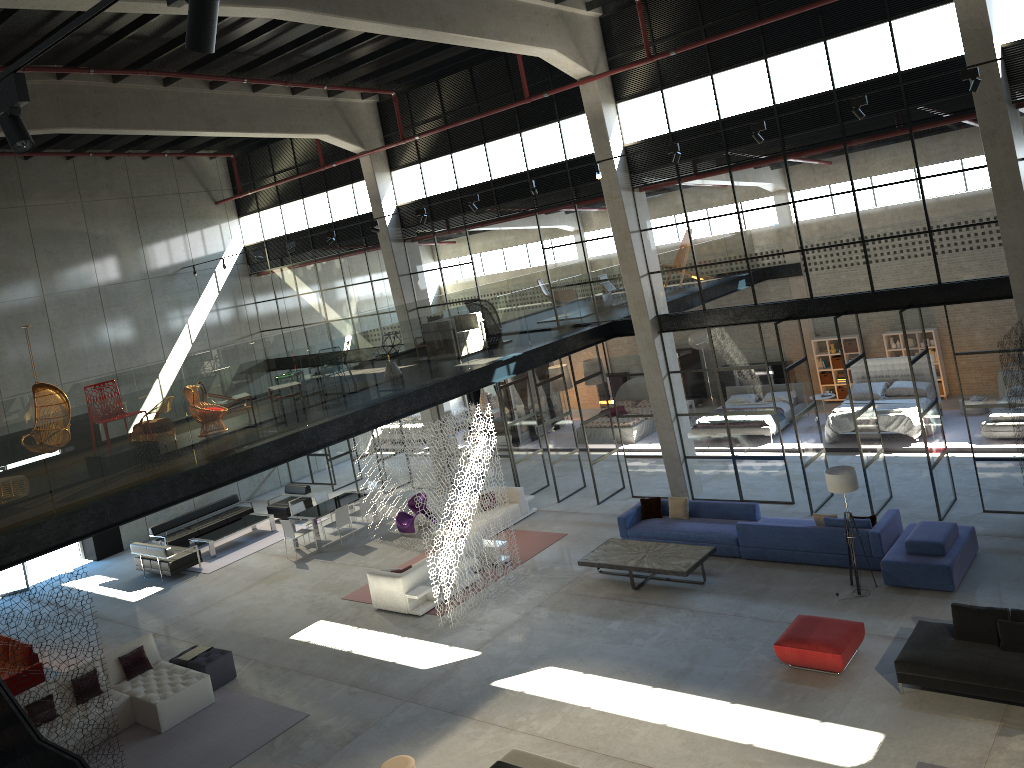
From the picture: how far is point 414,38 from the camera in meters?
13.6

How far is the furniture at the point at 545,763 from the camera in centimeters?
980cm

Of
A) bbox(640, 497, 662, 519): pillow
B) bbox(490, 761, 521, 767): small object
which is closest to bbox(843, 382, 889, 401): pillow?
bbox(640, 497, 662, 519): pillow

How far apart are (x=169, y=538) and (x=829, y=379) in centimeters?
1766cm

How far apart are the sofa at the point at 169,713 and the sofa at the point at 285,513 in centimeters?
821cm

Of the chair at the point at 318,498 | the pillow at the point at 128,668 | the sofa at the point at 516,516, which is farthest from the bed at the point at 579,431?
the pillow at the point at 128,668

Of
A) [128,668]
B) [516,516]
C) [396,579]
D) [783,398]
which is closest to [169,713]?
[128,668]

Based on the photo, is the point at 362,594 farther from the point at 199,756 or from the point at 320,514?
the point at 199,756

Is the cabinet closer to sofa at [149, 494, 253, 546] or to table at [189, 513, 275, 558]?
table at [189, 513, 275, 558]

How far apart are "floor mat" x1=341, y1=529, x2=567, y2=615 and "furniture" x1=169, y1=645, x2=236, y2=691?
2.9 meters
